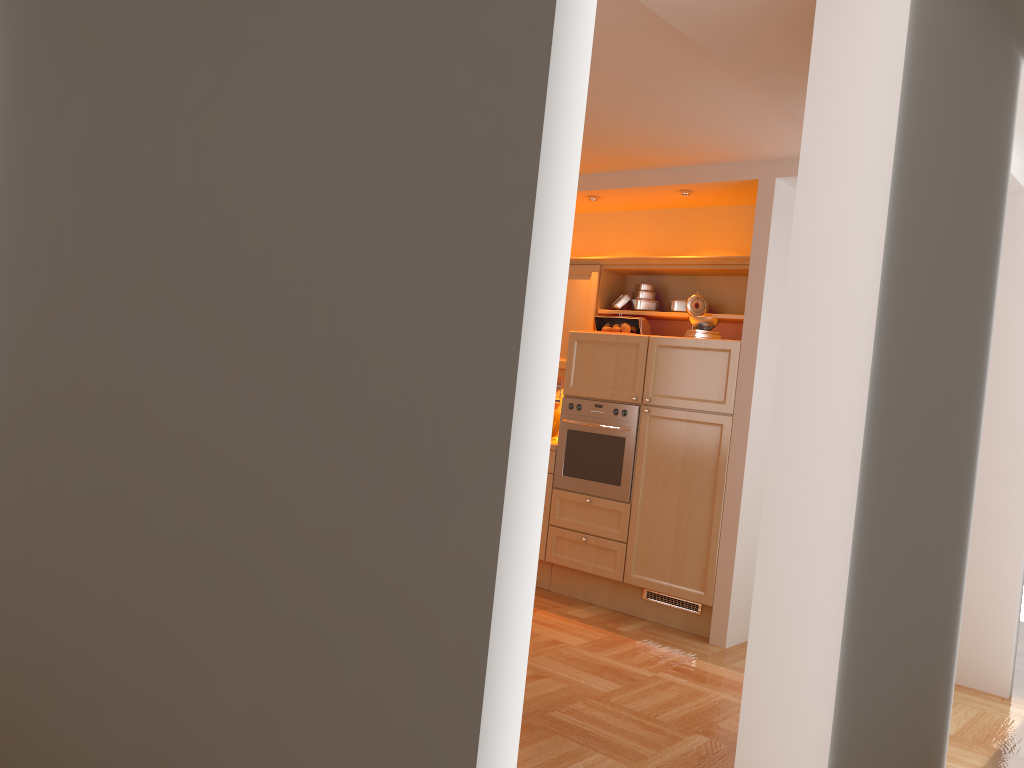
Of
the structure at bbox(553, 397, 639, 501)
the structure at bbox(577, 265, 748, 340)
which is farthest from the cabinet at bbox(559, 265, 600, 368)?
the structure at bbox(553, 397, 639, 501)

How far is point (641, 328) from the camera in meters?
5.6 m

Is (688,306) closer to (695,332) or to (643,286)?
(695,332)

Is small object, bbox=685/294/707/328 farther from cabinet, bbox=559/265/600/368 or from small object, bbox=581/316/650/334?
cabinet, bbox=559/265/600/368

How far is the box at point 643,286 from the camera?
5.8m

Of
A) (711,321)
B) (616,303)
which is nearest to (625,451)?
(711,321)

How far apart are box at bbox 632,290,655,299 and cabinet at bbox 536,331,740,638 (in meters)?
0.49

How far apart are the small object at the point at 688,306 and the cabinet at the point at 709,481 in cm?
25

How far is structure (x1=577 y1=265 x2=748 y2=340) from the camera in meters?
5.4 m

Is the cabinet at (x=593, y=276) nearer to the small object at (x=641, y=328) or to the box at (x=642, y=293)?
the small object at (x=641, y=328)
